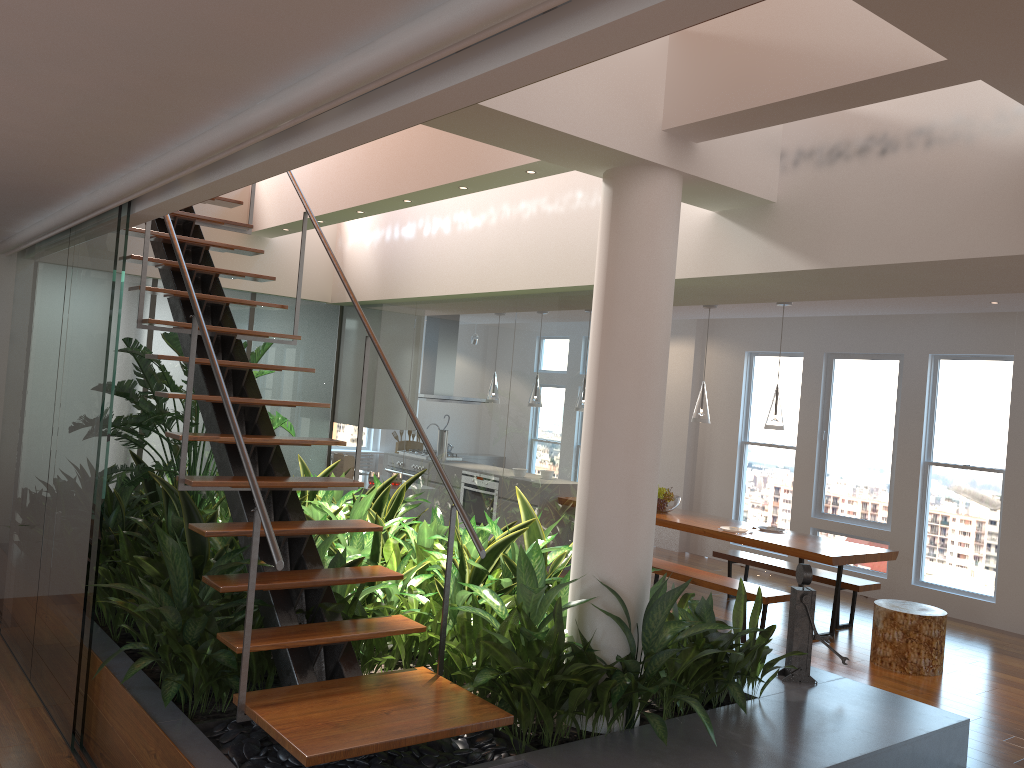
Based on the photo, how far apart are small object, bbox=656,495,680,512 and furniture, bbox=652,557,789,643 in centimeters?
71cm

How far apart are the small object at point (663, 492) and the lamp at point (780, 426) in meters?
1.3 m

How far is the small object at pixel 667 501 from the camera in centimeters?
777cm

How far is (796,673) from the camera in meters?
4.3 m

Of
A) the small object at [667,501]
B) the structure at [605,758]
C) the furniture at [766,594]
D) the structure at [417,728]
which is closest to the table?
the small object at [667,501]

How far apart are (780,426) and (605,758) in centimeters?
411cm

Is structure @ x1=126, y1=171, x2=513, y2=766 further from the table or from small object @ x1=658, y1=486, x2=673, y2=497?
small object @ x1=658, y1=486, x2=673, y2=497

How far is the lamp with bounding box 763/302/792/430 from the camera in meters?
6.7 m

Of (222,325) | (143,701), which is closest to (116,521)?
(222,325)

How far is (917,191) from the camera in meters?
3.4
